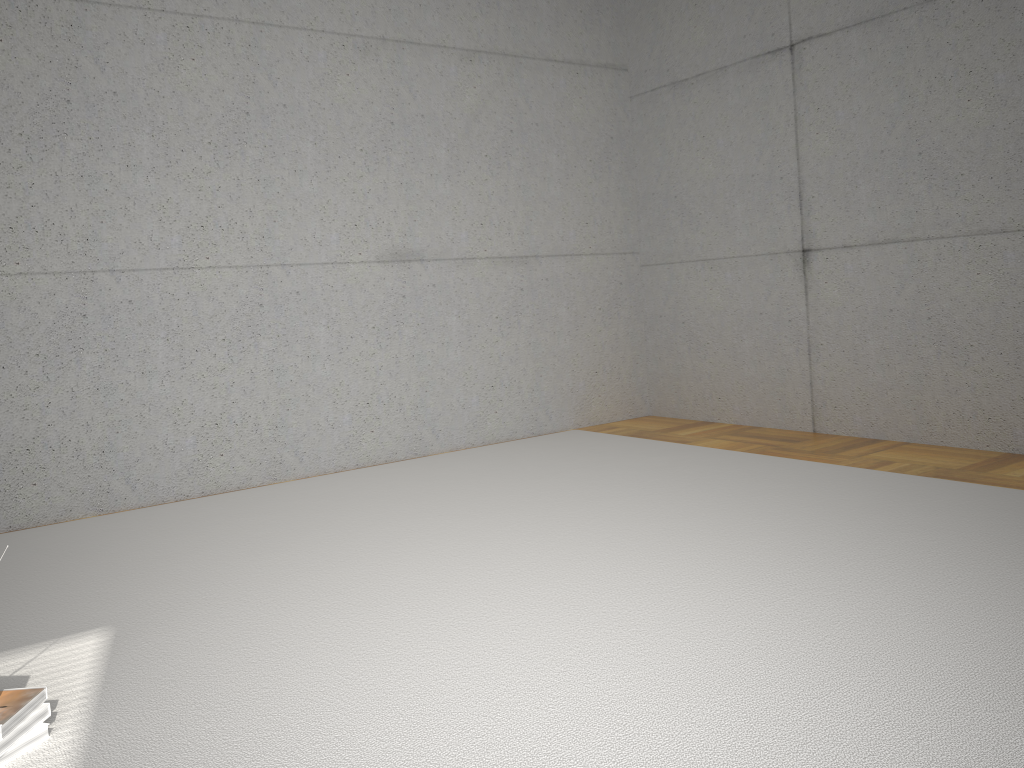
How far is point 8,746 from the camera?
1.95m

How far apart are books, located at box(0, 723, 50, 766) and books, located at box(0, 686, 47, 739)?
0.0m

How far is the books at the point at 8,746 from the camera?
1.95m

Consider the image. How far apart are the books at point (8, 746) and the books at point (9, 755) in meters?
0.0 m

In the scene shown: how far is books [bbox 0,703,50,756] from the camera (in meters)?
1.95

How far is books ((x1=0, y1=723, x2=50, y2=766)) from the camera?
2.0m

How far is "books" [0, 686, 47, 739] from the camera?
2.0 meters

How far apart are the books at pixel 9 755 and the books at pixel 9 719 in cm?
4

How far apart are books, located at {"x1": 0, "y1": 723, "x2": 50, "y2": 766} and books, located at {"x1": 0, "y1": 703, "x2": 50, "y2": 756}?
0.0m
